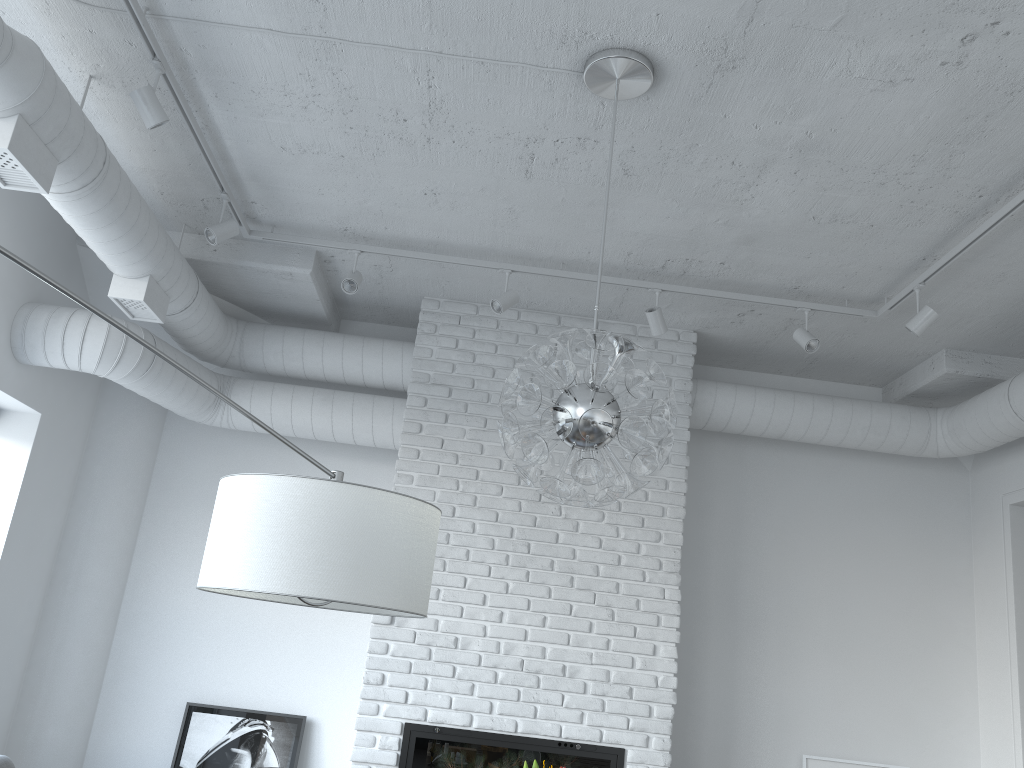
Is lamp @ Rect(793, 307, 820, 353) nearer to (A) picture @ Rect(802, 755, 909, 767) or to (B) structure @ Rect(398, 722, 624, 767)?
(B) structure @ Rect(398, 722, 624, 767)

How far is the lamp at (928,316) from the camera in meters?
4.2

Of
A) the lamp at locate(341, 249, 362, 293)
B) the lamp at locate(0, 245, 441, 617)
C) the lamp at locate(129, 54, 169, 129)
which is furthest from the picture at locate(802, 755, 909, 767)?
the lamp at locate(129, 54, 169, 129)

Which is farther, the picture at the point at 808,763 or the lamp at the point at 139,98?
the picture at the point at 808,763

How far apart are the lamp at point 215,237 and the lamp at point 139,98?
0.9m

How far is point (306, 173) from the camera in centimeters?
407cm

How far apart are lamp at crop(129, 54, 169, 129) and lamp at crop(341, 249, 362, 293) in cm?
140

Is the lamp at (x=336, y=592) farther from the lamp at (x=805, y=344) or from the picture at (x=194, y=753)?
the picture at (x=194, y=753)

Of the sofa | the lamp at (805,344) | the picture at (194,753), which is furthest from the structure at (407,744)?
the lamp at (805,344)

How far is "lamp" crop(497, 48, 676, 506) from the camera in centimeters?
251cm
